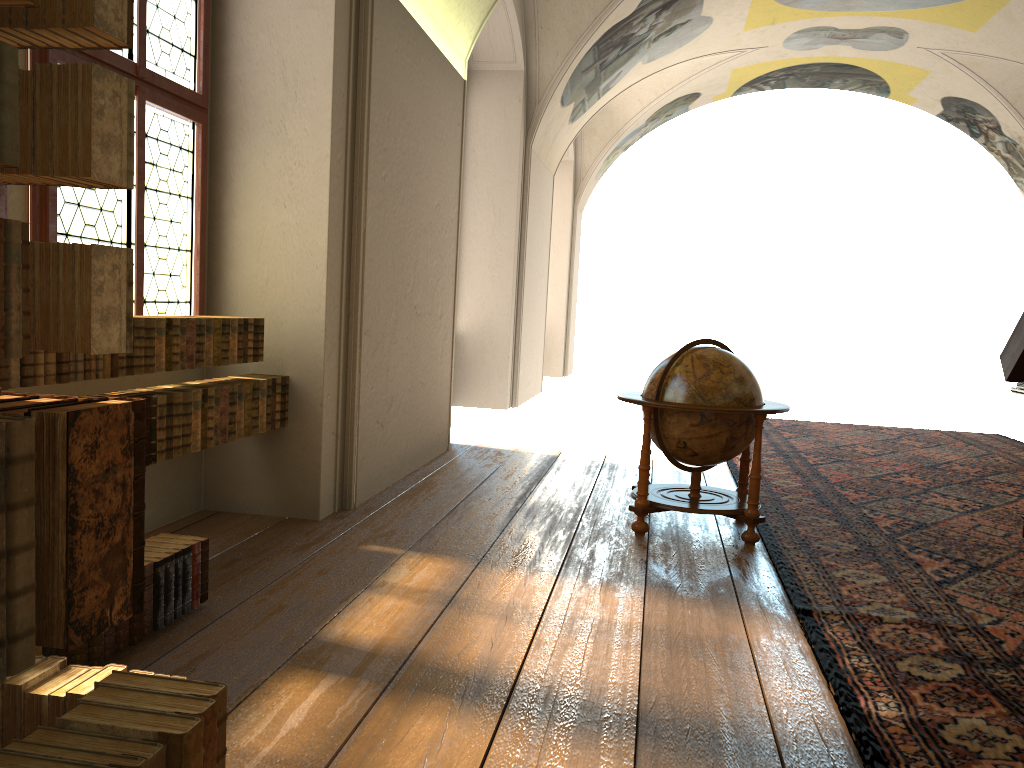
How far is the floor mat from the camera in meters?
3.6

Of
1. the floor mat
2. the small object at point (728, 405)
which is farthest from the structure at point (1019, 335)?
the small object at point (728, 405)

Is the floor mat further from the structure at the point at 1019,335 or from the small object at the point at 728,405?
the structure at the point at 1019,335

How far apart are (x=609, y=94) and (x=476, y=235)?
5.11m

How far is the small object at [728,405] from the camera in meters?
6.3

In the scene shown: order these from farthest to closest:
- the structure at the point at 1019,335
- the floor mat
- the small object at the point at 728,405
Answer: the structure at the point at 1019,335
the small object at the point at 728,405
the floor mat

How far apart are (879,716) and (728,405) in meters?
3.0

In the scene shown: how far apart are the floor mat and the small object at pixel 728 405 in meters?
0.1

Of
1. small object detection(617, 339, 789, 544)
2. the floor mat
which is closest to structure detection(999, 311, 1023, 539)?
the floor mat

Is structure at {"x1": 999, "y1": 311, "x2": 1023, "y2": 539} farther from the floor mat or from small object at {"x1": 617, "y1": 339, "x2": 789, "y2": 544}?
small object at {"x1": 617, "y1": 339, "x2": 789, "y2": 544}
